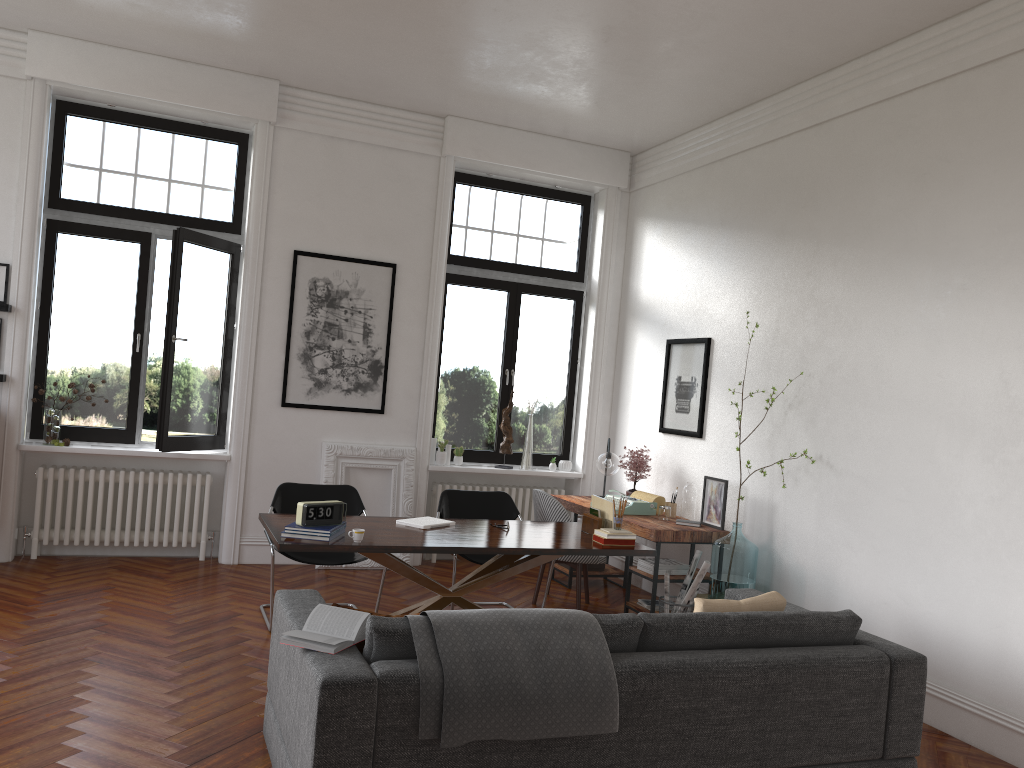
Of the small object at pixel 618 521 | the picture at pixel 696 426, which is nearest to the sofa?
the small object at pixel 618 521

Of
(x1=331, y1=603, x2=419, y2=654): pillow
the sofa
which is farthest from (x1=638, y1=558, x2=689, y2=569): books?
(x1=331, y1=603, x2=419, y2=654): pillow

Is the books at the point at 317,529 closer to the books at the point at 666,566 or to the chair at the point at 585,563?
the chair at the point at 585,563

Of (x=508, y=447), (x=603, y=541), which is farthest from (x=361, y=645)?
(x=508, y=447)

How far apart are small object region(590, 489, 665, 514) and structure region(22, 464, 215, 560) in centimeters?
346cm

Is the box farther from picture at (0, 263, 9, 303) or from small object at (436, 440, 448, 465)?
picture at (0, 263, 9, 303)

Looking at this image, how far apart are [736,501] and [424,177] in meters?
3.9

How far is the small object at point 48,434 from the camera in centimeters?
689cm

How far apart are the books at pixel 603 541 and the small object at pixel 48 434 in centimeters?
437cm

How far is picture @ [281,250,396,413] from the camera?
7.51m
